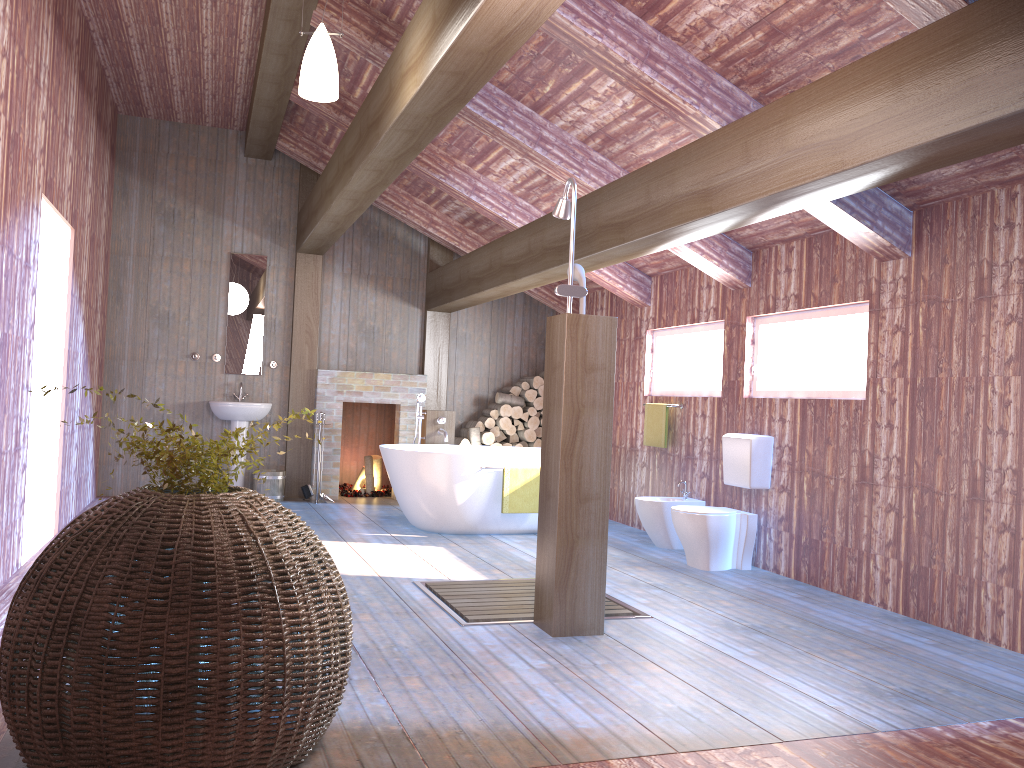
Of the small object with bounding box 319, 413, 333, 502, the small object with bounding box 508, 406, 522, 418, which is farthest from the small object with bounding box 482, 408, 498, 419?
the small object with bounding box 319, 413, 333, 502

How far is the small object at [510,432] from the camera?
9.3 meters

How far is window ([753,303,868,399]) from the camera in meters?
5.4

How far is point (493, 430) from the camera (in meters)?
9.25

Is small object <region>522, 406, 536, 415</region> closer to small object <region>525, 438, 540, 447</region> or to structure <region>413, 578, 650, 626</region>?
small object <region>525, 438, 540, 447</region>

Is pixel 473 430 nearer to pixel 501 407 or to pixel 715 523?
pixel 501 407

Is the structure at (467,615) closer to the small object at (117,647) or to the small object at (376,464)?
the small object at (117,647)

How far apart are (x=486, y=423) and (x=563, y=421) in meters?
5.2 m

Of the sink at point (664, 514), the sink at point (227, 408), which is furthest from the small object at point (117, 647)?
the sink at point (227, 408)

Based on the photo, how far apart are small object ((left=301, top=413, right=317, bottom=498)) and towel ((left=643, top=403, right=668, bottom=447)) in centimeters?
335cm
